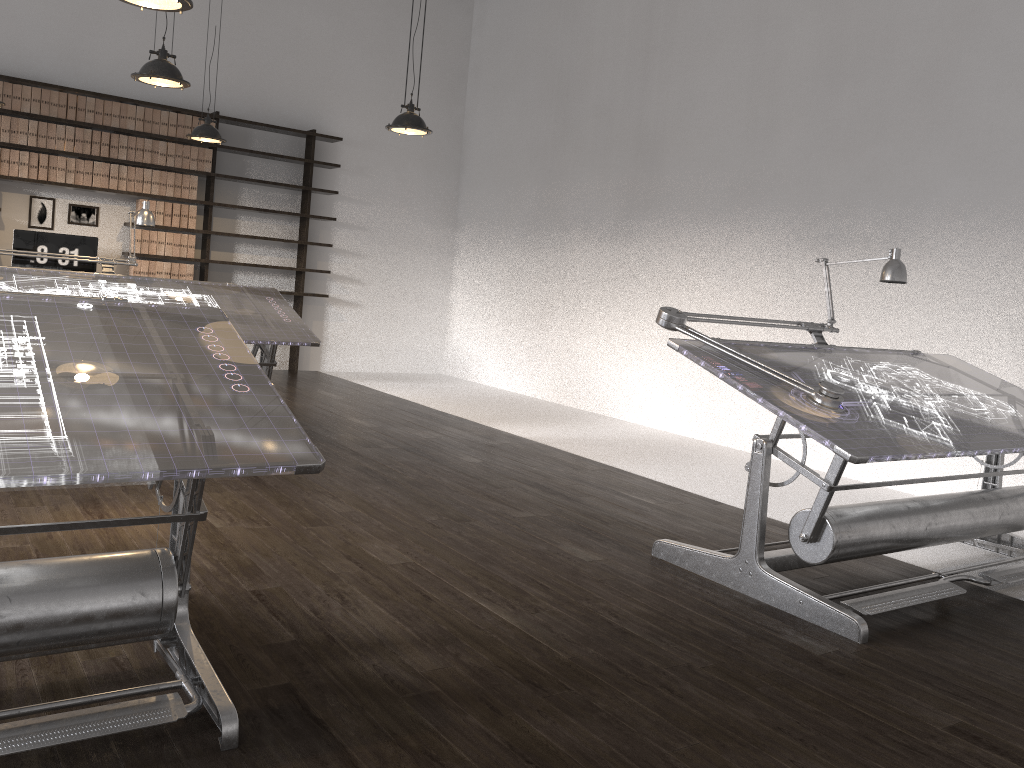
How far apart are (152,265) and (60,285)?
3.18m

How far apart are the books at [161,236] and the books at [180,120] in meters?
0.9 m

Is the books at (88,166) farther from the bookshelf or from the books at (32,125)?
the books at (32,125)

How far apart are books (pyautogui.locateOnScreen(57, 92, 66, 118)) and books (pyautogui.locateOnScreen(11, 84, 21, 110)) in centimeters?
32cm

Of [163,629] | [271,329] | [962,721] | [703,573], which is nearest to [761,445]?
[703,573]

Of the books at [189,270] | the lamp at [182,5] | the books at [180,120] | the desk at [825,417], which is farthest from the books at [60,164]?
the desk at [825,417]

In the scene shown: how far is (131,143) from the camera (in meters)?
7.88

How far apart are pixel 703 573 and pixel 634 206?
4.79m

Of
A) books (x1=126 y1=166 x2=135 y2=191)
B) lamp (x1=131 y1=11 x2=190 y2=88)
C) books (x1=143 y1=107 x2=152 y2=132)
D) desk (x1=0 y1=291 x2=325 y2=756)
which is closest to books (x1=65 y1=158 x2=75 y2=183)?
books (x1=126 y1=166 x2=135 y2=191)

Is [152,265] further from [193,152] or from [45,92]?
[45,92]
